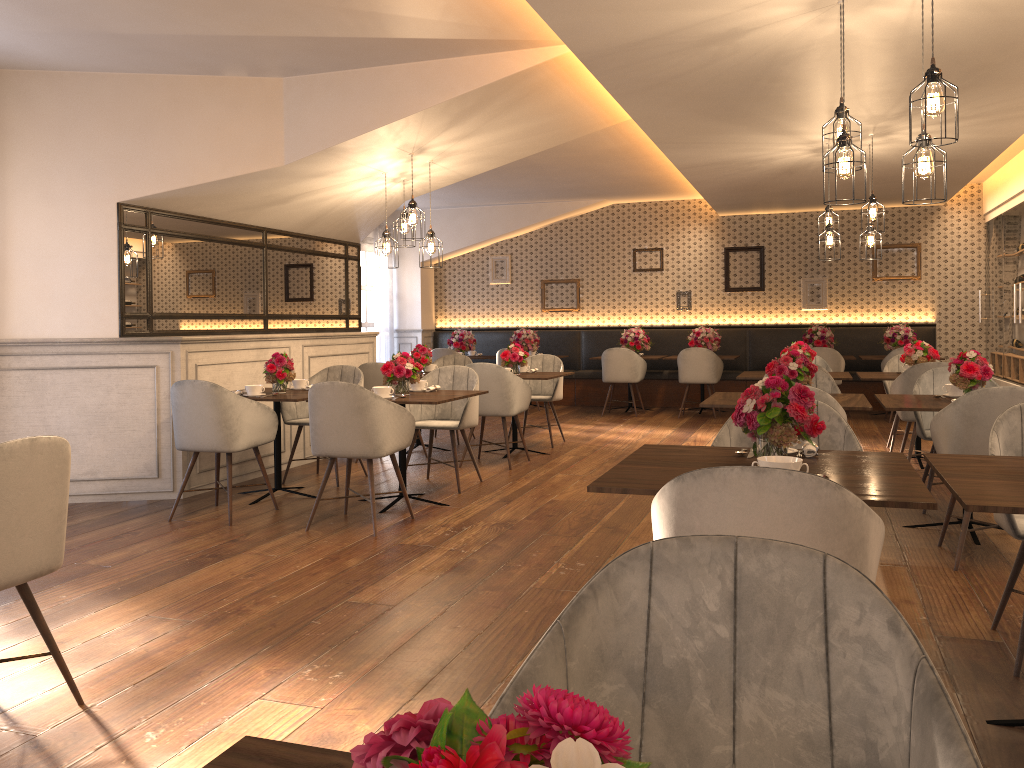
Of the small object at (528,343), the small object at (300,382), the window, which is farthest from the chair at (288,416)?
the window

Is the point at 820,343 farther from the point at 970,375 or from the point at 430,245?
the point at 970,375

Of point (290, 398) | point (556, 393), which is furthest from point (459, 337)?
point (290, 398)

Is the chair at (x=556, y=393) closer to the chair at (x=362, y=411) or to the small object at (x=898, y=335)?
the chair at (x=362, y=411)

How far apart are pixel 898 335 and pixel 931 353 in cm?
367

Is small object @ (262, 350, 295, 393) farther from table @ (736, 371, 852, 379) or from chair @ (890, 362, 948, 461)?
chair @ (890, 362, 948, 461)

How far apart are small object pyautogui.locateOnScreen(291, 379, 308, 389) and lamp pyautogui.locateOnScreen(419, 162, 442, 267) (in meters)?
1.42

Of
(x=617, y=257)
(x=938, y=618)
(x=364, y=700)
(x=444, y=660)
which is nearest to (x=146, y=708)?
(x=364, y=700)

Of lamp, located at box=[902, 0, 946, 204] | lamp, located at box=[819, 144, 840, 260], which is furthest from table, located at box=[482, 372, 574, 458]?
lamp, located at box=[902, 0, 946, 204]

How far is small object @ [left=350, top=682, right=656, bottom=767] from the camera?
0.4 meters
